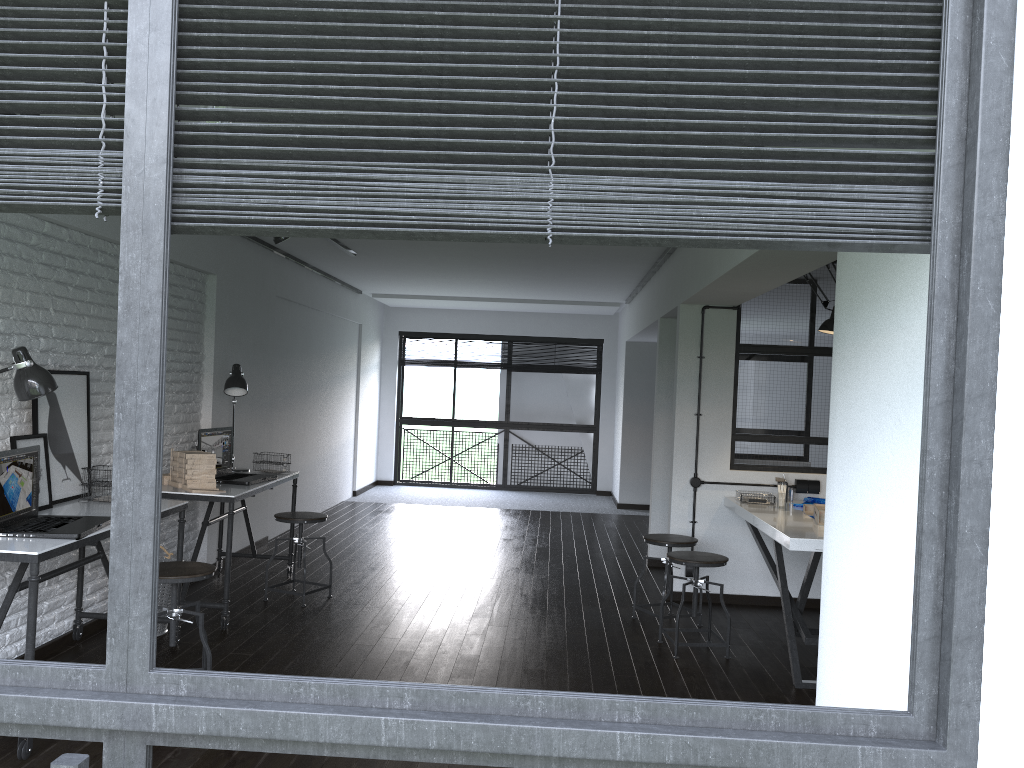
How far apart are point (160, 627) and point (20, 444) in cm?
129

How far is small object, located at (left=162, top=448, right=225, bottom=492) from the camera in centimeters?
478cm

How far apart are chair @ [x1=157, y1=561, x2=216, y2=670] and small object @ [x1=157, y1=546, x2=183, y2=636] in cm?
78

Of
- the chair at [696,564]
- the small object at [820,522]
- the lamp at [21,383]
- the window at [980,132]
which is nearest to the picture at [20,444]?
the lamp at [21,383]

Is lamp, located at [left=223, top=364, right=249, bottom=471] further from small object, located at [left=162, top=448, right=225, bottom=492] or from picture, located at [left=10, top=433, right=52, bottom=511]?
picture, located at [left=10, top=433, right=52, bottom=511]

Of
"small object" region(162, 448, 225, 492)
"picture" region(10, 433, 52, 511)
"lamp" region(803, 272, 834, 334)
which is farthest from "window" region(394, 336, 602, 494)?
"picture" region(10, 433, 52, 511)

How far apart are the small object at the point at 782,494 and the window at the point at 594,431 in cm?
633

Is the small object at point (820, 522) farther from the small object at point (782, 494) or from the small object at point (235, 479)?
the small object at point (235, 479)

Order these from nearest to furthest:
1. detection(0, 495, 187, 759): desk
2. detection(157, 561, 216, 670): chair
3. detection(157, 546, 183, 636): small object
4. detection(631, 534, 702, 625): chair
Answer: detection(0, 495, 187, 759): desk → detection(157, 561, 216, 670): chair → detection(157, 546, 183, 636): small object → detection(631, 534, 702, 625): chair

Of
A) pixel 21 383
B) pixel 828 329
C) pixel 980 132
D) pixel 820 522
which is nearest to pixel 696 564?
pixel 820 522
